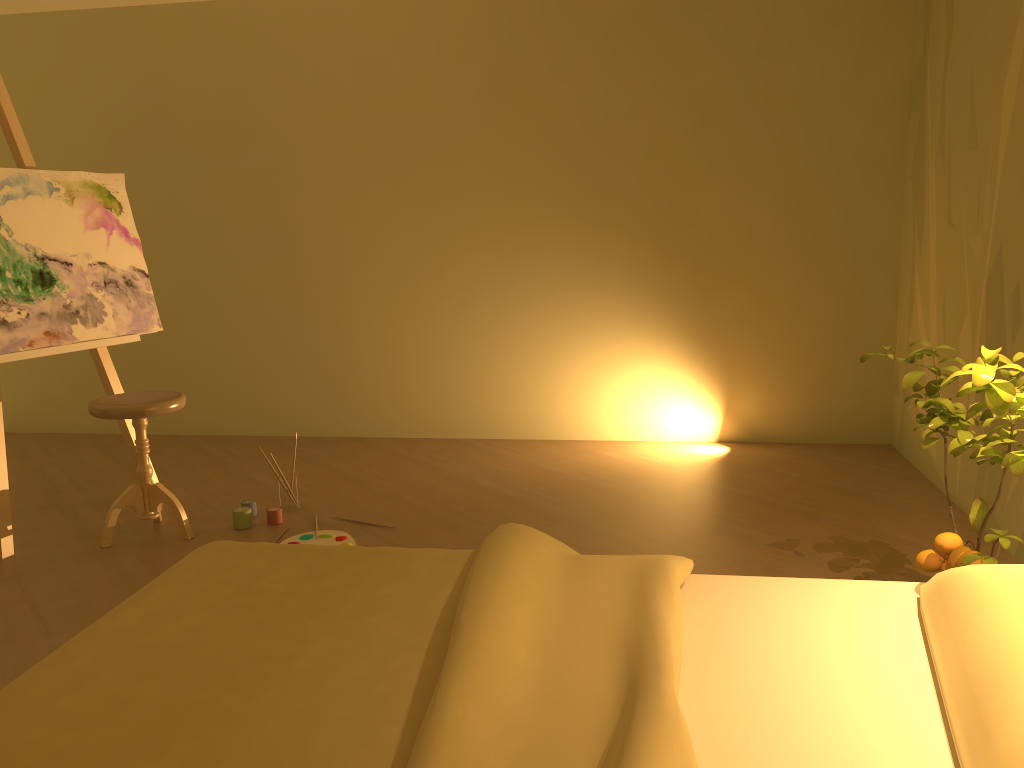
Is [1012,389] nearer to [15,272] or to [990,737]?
[990,737]

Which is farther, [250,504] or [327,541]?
[250,504]

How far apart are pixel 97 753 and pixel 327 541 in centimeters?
208cm

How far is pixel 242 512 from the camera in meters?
3.5 m

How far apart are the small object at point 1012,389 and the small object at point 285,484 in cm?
234

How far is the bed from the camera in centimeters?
129cm

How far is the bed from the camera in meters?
1.3 m

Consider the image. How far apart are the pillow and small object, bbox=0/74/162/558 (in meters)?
3.11

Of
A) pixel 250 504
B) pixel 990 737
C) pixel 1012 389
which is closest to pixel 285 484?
pixel 250 504

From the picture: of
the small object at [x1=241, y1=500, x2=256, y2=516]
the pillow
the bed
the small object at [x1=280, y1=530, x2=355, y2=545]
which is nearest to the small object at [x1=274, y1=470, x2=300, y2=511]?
A: the small object at [x1=241, y1=500, x2=256, y2=516]
